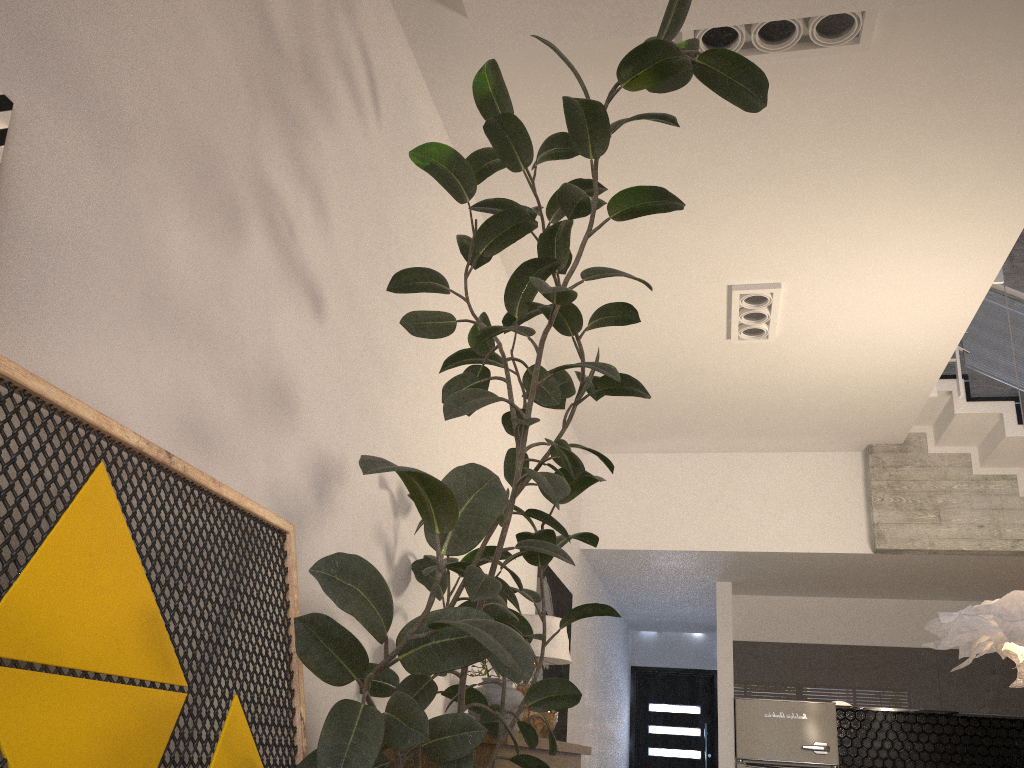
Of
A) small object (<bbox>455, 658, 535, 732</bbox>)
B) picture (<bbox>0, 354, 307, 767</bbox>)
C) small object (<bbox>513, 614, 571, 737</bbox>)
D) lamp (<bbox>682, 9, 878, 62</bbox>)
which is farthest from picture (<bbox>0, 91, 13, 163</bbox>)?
small object (<bbox>513, 614, 571, 737</bbox>)

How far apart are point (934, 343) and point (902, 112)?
2.2m

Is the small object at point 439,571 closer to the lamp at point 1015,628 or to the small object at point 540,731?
the small object at point 540,731

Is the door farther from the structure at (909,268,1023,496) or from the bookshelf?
the bookshelf

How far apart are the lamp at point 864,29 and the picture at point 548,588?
3.4m

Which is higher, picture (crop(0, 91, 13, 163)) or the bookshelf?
picture (crop(0, 91, 13, 163))

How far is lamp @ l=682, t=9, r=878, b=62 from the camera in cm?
309

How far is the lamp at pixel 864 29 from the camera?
3.09m

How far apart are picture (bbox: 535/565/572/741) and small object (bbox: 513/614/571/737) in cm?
96

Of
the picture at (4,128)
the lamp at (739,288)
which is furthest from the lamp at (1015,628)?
the picture at (4,128)
